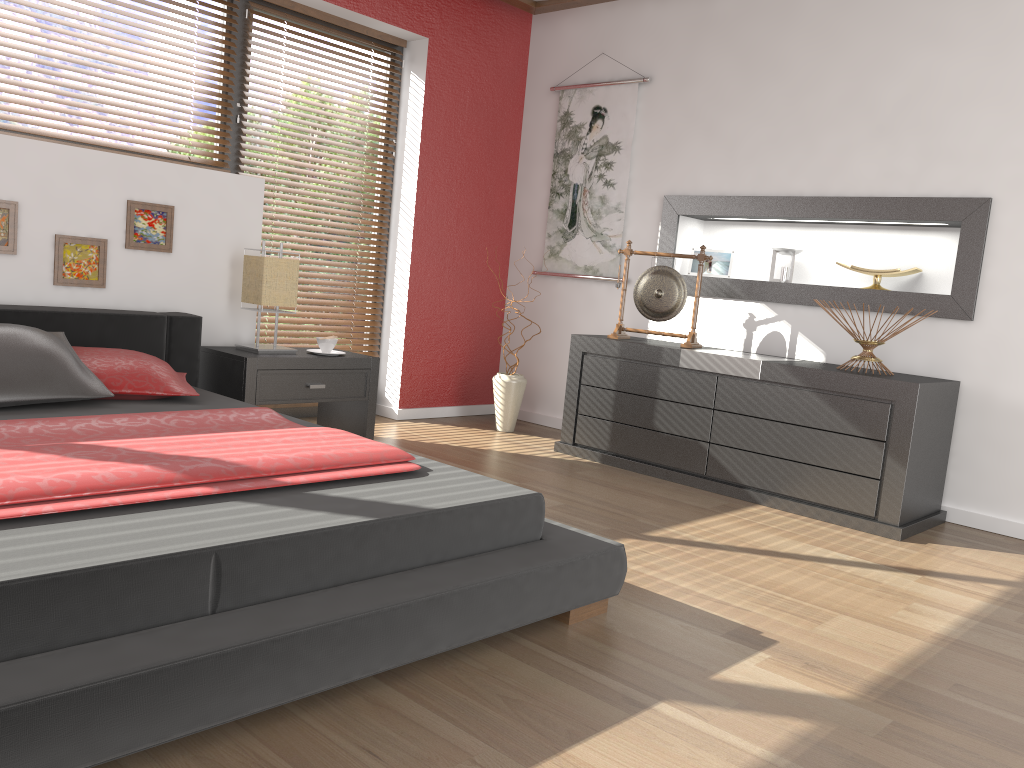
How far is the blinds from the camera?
4.7m

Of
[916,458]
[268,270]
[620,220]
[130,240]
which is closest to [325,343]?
[268,270]

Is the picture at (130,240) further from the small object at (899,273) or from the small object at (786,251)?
the small object at (899,273)

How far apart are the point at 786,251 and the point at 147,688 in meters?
3.7

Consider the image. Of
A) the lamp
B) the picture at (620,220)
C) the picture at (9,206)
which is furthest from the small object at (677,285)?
the picture at (9,206)

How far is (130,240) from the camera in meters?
3.7 m

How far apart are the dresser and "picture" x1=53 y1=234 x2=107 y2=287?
2.2m

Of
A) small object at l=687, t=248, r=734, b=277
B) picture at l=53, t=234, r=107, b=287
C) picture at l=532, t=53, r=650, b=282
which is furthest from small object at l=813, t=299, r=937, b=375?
picture at l=53, t=234, r=107, b=287

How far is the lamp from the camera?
3.9m

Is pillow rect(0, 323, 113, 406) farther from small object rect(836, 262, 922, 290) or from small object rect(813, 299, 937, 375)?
small object rect(836, 262, 922, 290)
